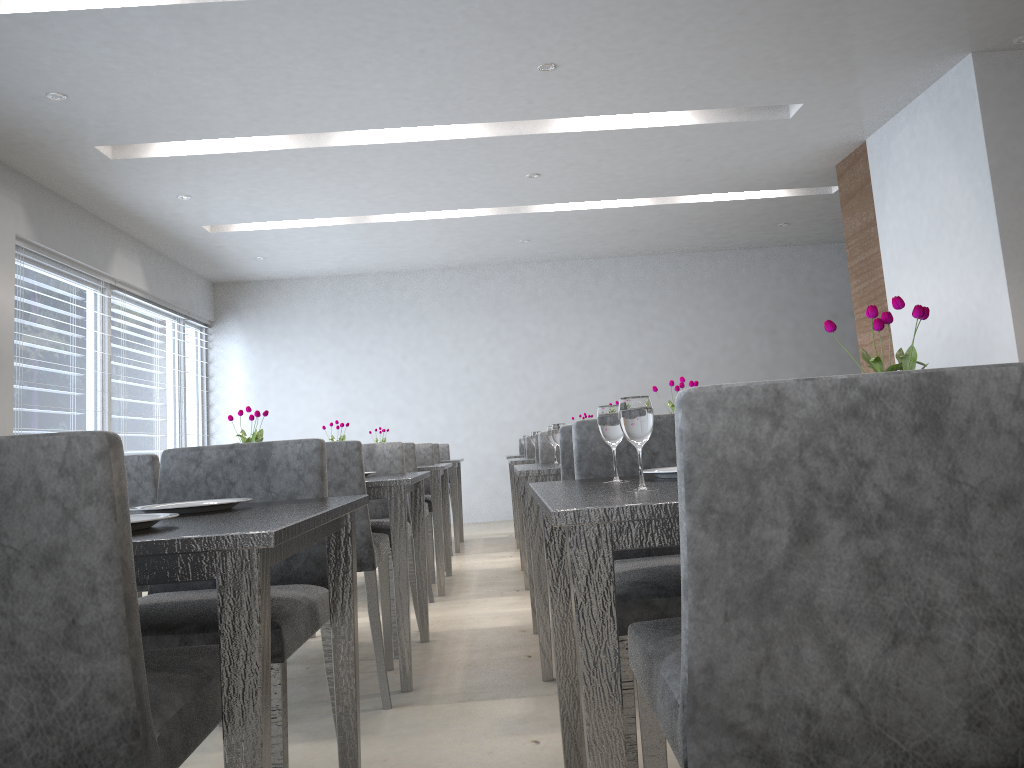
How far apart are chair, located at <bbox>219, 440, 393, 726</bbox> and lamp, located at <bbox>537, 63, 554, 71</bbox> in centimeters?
234cm

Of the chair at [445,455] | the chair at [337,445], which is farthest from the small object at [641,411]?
the chair at [445,455]

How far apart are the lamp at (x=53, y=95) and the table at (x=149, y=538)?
3.3 meters

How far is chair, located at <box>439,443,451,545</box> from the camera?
7.1 meters

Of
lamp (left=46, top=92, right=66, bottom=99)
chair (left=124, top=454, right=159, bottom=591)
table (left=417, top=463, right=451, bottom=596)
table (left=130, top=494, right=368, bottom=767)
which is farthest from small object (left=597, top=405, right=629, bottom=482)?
lamp (left=46, top=92, right=66, bottom=99)

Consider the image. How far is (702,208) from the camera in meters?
7.1

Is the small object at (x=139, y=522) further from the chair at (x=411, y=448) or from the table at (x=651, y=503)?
Answer: the chair at (x=411, y=448)

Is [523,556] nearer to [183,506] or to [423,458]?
[423,458]

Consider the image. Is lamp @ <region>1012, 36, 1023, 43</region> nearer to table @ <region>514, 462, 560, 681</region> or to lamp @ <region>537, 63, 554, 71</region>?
lamp @ <region>537, 63, 554, 71</region>

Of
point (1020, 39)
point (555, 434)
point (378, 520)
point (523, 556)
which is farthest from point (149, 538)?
point (1020, 39)
